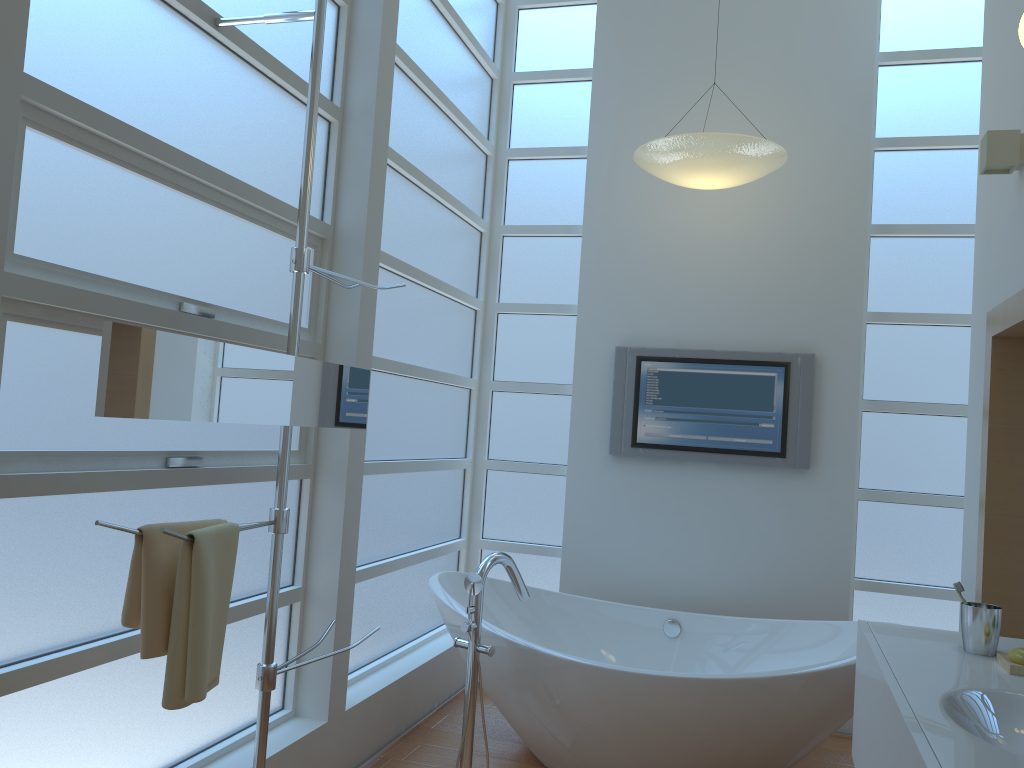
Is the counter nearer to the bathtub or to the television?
the bathtub

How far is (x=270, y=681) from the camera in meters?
2.1

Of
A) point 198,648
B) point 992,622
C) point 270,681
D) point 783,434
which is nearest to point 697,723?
point 992,622

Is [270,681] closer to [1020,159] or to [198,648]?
[198,648]

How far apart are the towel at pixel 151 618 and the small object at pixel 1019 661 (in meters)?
1.82

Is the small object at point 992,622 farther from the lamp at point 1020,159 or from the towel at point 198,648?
the towel at point 198,648

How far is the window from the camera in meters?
1.9 m

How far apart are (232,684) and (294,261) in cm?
129

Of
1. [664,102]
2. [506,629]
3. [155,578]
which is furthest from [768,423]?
[155,578]

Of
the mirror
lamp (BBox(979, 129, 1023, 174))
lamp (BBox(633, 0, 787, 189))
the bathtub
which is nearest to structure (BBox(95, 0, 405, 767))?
the mirror
